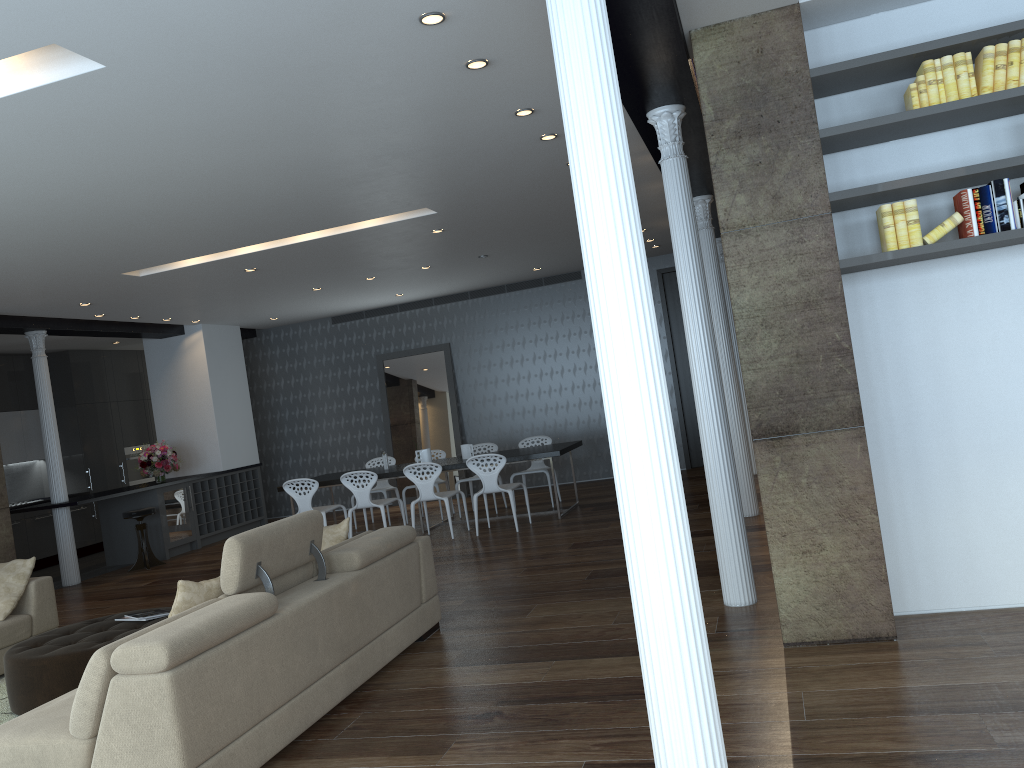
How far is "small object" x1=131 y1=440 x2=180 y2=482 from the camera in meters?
A: 11.4 m

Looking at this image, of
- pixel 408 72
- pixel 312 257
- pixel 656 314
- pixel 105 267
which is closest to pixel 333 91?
pixel 408 72

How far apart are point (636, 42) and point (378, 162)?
2.2 meters

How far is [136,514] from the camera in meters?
10.3

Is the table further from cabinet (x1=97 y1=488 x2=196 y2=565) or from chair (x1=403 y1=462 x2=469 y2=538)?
cabinet (x1=97 y1=488 x2=196 y2=565)

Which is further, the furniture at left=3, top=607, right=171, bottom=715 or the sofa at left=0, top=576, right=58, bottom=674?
the sofa at left=0, top=576, right=58, bottom=674

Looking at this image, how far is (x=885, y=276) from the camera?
4.44m

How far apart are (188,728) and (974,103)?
4.2 meters

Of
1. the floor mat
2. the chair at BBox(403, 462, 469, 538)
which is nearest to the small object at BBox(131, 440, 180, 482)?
the chair at BBox(403, 462, 469, 538)

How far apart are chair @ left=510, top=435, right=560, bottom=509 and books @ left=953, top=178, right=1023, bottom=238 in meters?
6.8 m
